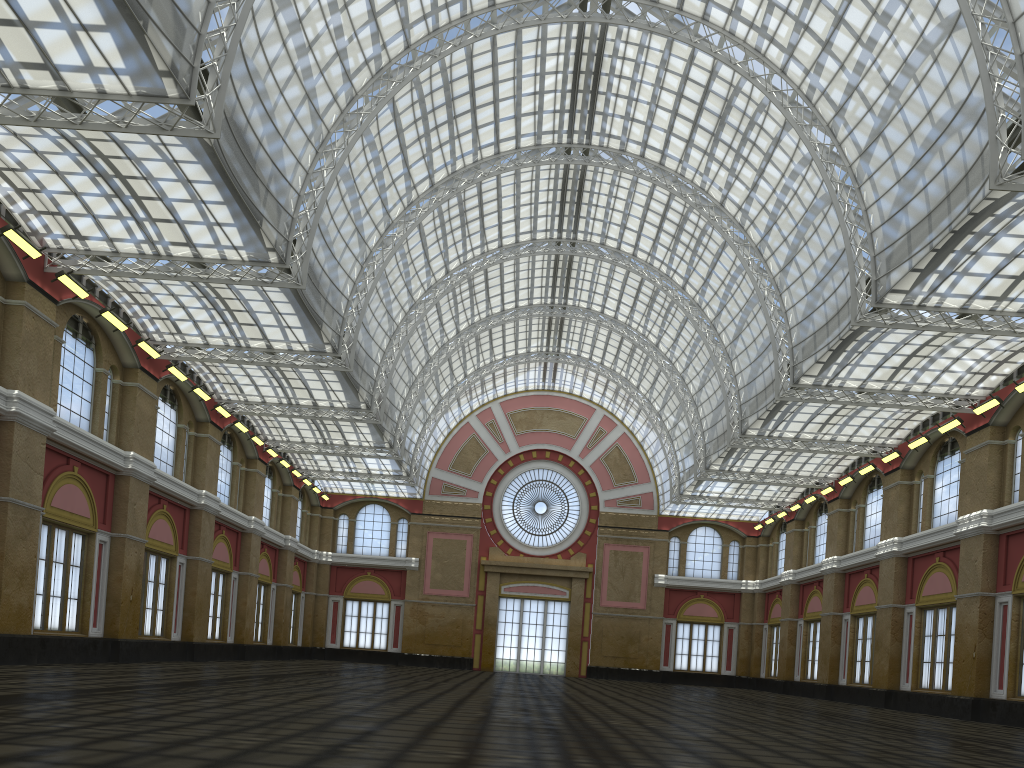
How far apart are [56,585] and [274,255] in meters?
18.1 m
